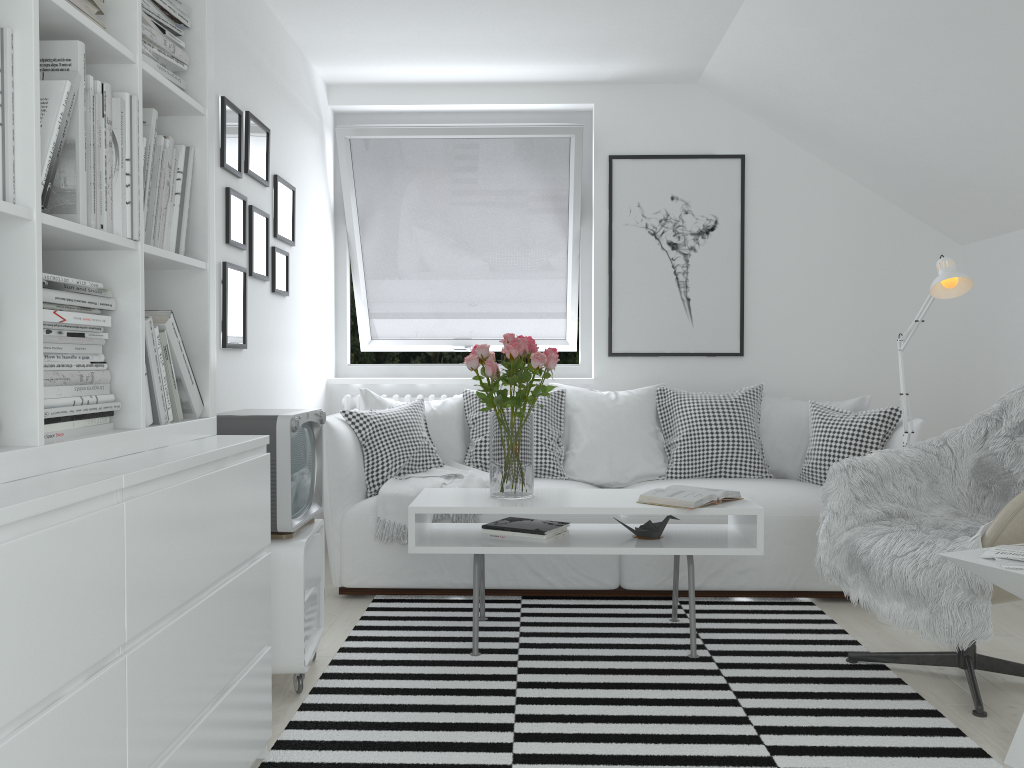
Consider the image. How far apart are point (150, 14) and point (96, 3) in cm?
32

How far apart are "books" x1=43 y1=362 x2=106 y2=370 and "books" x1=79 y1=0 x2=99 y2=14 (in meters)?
0.67

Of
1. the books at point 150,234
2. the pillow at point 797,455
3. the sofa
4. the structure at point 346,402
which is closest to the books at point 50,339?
the books at point 150,234

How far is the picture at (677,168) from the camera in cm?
472

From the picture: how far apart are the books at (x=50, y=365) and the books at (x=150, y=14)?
0.81m

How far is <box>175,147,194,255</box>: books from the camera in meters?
2.1

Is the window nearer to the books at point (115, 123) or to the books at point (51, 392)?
the books at point (115, 123)

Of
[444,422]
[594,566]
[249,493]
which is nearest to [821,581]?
[594,566]

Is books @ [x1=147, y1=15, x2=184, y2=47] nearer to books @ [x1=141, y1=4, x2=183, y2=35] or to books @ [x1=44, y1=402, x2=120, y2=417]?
books @ [x1=141, y1=4, x2=183, y2=35]

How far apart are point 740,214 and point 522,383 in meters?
2.2
